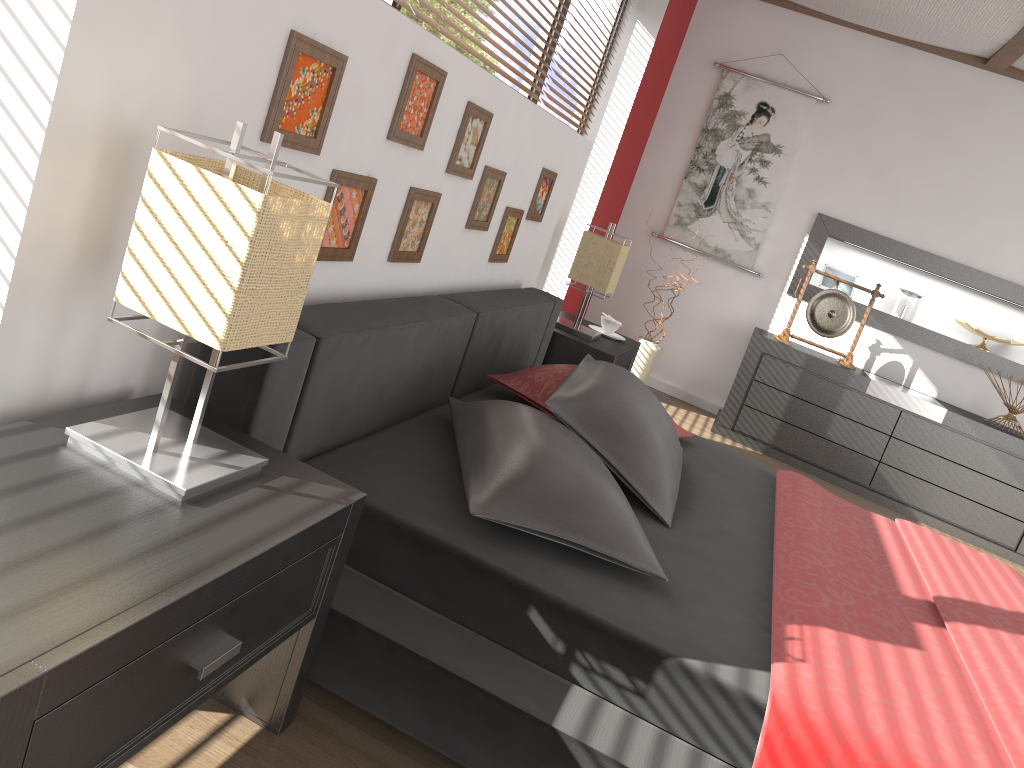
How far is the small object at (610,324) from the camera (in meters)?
4.03

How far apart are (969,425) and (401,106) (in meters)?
3.85

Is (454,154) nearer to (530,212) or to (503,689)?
(530,212)

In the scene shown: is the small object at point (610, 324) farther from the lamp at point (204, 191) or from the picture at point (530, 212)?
the lamp at point (204, 191)

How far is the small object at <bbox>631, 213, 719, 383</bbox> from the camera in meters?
5.1

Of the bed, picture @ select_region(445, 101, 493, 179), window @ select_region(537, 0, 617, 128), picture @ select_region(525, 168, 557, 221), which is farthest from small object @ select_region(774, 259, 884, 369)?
picture @ select_region(445, 101, 493, 179)

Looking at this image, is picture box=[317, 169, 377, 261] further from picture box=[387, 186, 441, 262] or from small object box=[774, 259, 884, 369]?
small object box=[774, 259, 884, 369]

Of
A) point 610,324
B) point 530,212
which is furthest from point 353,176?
point 610,324

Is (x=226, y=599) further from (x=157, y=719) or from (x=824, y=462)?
(x=824, y=462)

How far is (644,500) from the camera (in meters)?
2.19
